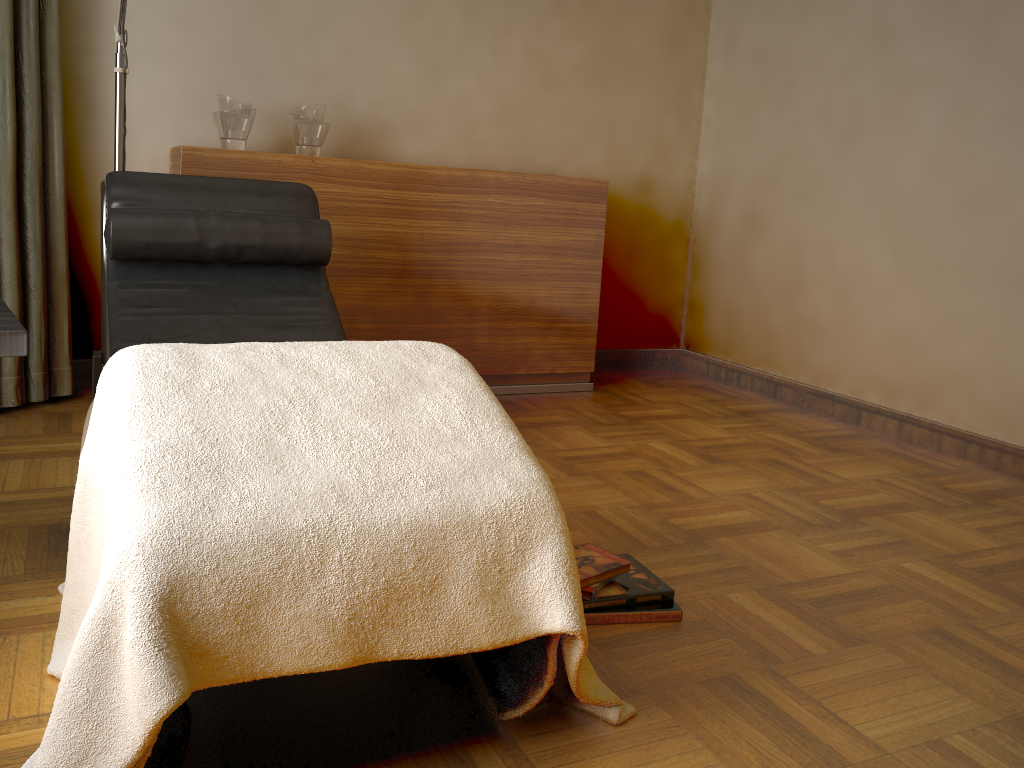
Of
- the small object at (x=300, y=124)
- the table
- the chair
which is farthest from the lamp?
the table

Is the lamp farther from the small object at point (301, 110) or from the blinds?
the small object at point (301, 110)

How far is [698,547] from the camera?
2.1m

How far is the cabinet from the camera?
3.2m

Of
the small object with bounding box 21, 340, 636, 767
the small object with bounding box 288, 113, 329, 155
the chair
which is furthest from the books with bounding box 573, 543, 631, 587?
the small object with bounding box 288, 113, 329, 155

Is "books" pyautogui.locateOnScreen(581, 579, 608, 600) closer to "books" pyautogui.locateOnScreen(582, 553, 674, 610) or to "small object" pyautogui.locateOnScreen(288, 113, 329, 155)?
"books" pyautogui.locateOnScreen(582, 553, 674, 610)

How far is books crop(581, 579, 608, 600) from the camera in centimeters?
173cm

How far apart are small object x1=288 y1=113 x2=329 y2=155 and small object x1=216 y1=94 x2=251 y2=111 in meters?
0.2 m

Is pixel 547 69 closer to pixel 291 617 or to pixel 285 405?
pixel 285 405

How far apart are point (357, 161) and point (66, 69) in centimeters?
105cm
